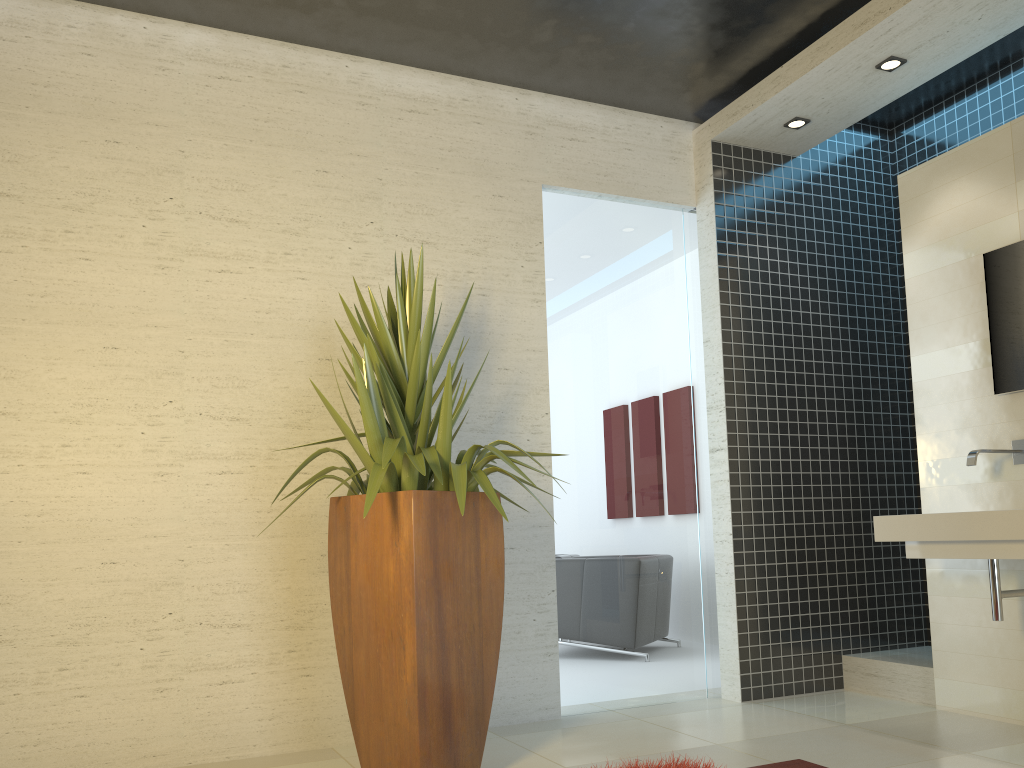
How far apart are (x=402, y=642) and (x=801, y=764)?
1.7 meters

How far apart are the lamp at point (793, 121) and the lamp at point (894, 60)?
0.6m

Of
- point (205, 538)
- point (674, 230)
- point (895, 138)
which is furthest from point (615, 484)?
point (895, 138)

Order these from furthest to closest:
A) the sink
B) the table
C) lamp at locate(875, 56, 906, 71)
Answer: lamp at locate(875, 56, 906, 71) → the sink → the table

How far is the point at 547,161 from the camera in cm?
488

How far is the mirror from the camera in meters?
4.0

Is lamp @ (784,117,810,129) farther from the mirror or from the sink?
the sink

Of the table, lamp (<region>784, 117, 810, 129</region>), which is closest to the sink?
lamp (<region>784, 117, 810, 129</region>)

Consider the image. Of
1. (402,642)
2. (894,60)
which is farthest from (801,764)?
(894,60)

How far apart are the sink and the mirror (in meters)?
0.24
